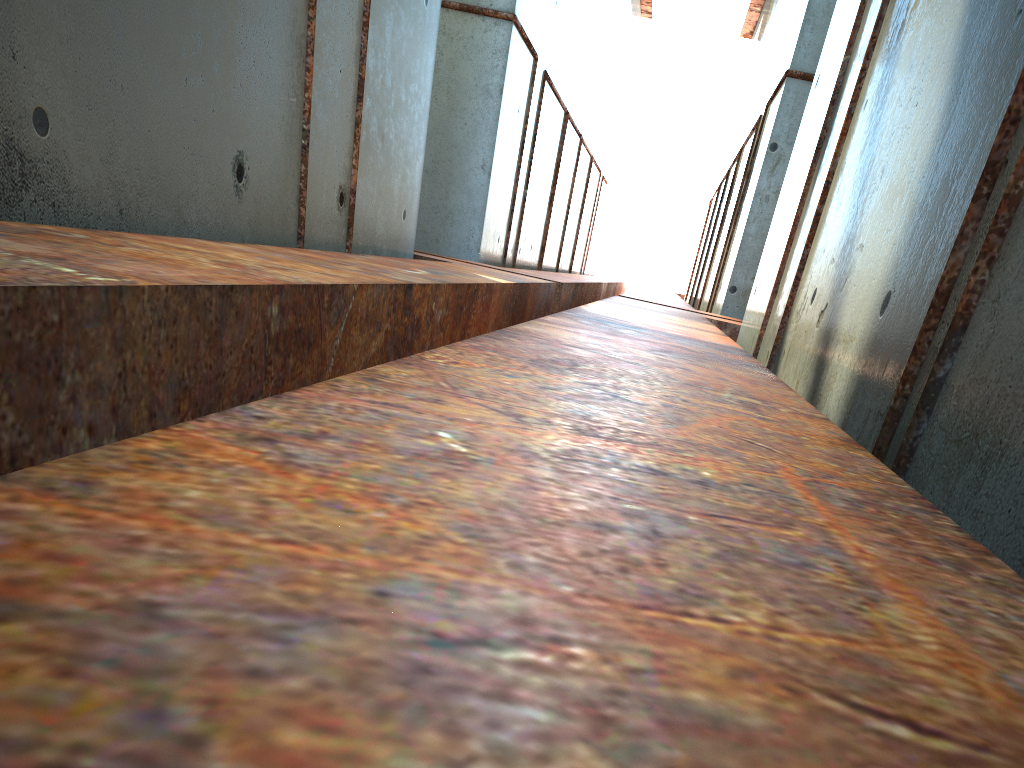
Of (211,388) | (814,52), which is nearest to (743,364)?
(211,388)
